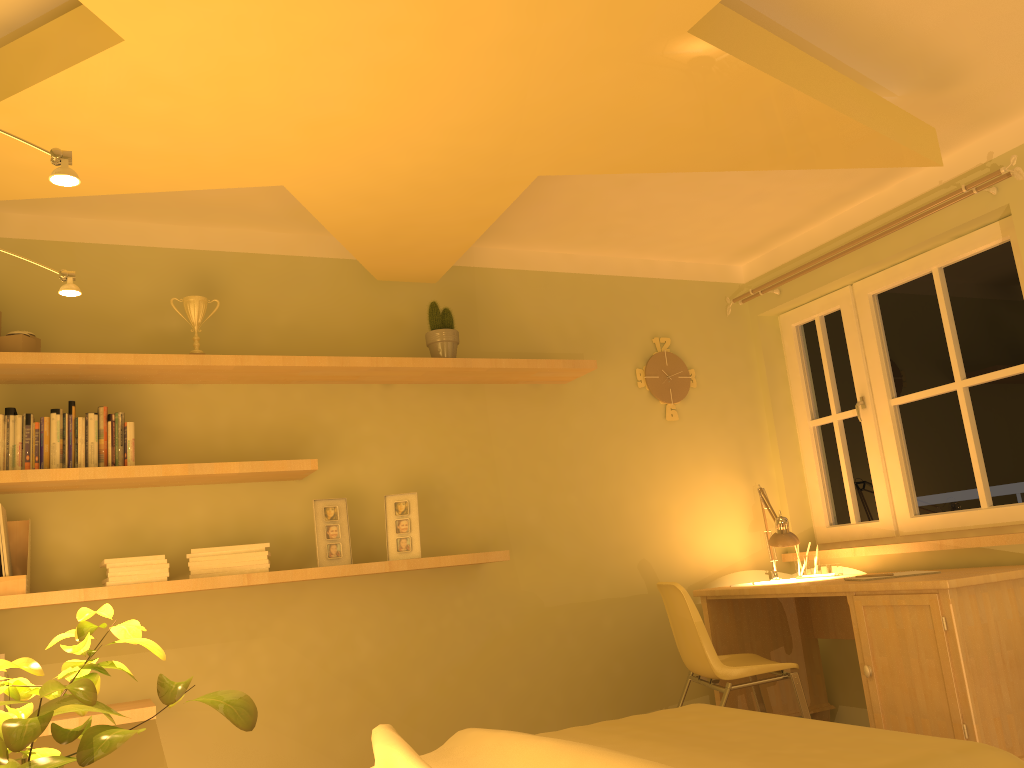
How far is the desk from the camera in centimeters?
293cm

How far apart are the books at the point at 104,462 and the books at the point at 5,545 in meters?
0.3

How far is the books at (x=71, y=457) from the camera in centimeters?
305cm

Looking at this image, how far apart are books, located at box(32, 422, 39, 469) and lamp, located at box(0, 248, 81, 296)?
1.13m

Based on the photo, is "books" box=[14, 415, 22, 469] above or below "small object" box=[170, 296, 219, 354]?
below

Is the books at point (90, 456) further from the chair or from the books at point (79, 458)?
the chair

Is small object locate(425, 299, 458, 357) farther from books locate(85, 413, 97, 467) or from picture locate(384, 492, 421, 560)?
books locate(85, 413, 97, 467)

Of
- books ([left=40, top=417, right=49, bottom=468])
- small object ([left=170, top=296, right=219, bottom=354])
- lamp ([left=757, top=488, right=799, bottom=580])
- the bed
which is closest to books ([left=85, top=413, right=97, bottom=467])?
books ([left=40, top=417, right=49, bottom=468])

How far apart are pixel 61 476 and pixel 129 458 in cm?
22

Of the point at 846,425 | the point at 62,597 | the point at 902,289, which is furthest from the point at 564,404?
the point at 62,597
